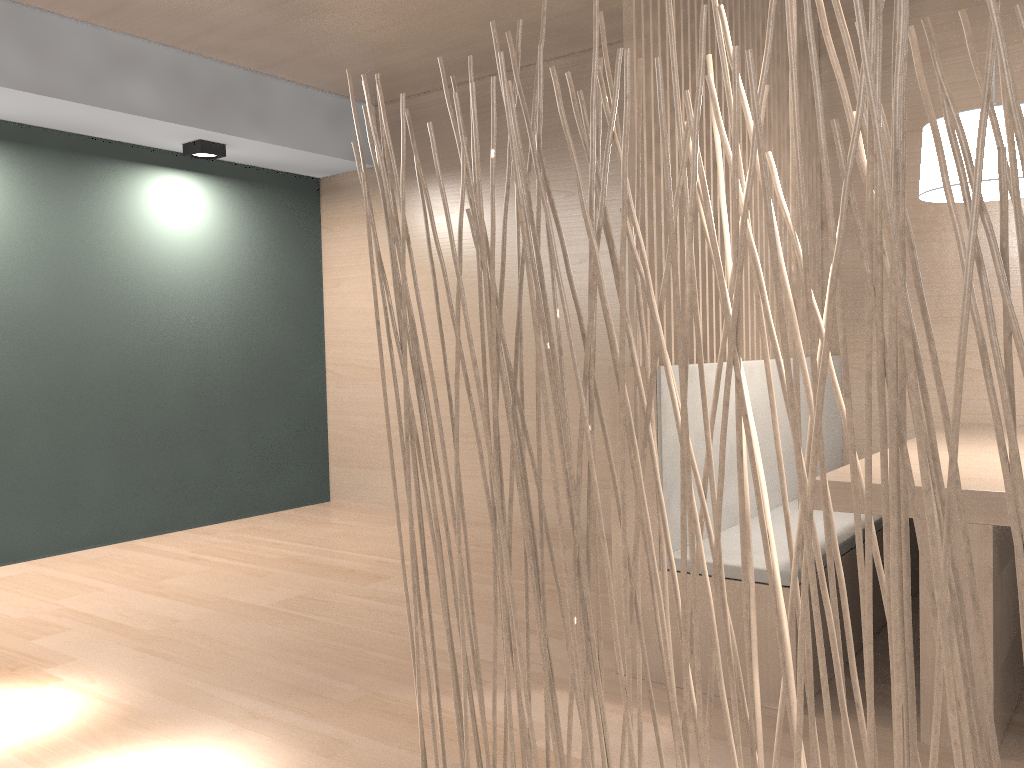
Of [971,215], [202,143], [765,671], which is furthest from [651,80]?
[202,143]

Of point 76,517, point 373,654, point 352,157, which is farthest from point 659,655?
point 352,157

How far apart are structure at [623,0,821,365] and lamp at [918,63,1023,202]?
0.4 meters

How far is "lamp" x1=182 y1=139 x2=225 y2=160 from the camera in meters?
3.0 m

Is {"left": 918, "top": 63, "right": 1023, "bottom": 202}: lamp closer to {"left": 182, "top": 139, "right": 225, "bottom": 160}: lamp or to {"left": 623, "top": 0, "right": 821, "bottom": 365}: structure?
{"left": 623, "top": 0, "right": 821, "bottom": 365}: structure

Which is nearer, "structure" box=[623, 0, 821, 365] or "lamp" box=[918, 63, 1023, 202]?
"lamp" box=[918, 63, 1023, 202]

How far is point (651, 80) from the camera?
1.67m

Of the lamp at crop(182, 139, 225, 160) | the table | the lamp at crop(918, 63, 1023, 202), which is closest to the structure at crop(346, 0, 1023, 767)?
the table

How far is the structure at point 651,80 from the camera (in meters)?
1.67

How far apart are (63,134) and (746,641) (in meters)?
2.88
